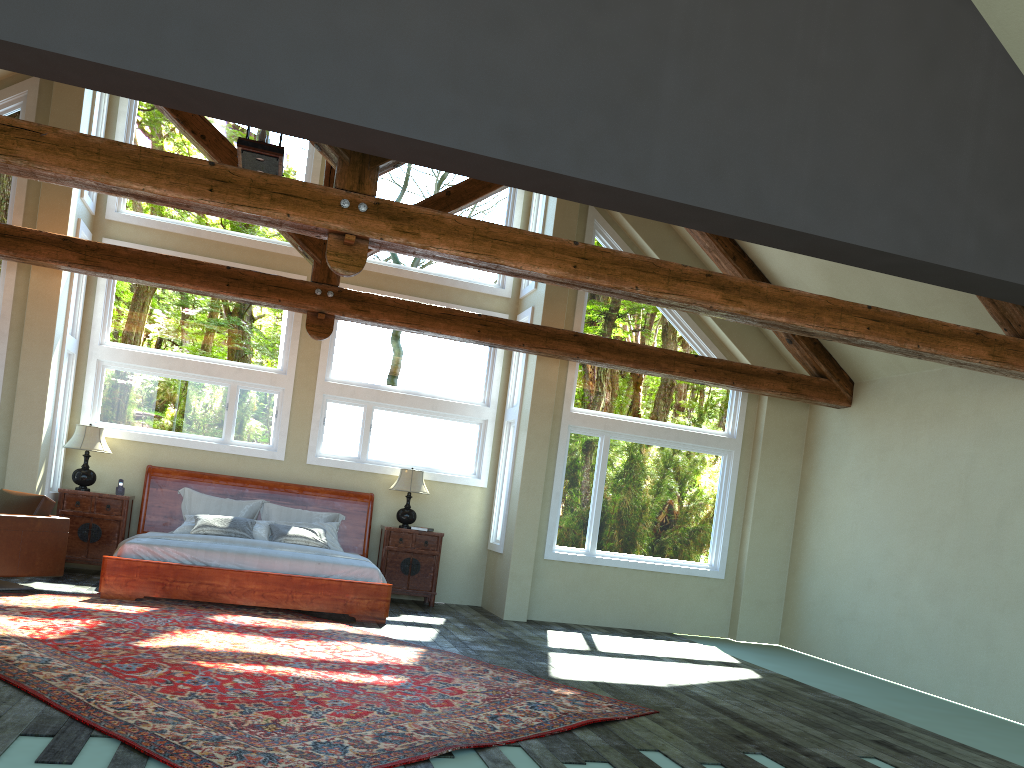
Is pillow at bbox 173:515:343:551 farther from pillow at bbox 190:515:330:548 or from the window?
the window

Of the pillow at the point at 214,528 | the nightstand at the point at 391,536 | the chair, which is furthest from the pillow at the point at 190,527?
the chair

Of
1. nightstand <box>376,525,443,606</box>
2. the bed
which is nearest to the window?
the bed

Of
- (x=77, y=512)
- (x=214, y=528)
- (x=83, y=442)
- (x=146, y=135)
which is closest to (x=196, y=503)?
(x=214, y=528)

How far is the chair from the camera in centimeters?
786cm

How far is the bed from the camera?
8.37m

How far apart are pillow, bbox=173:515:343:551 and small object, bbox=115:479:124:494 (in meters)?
0.81

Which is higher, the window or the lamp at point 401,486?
the window

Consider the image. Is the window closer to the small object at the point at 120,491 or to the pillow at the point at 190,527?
the small object at the point at 120,491

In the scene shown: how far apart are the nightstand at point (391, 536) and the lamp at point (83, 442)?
3.25m
